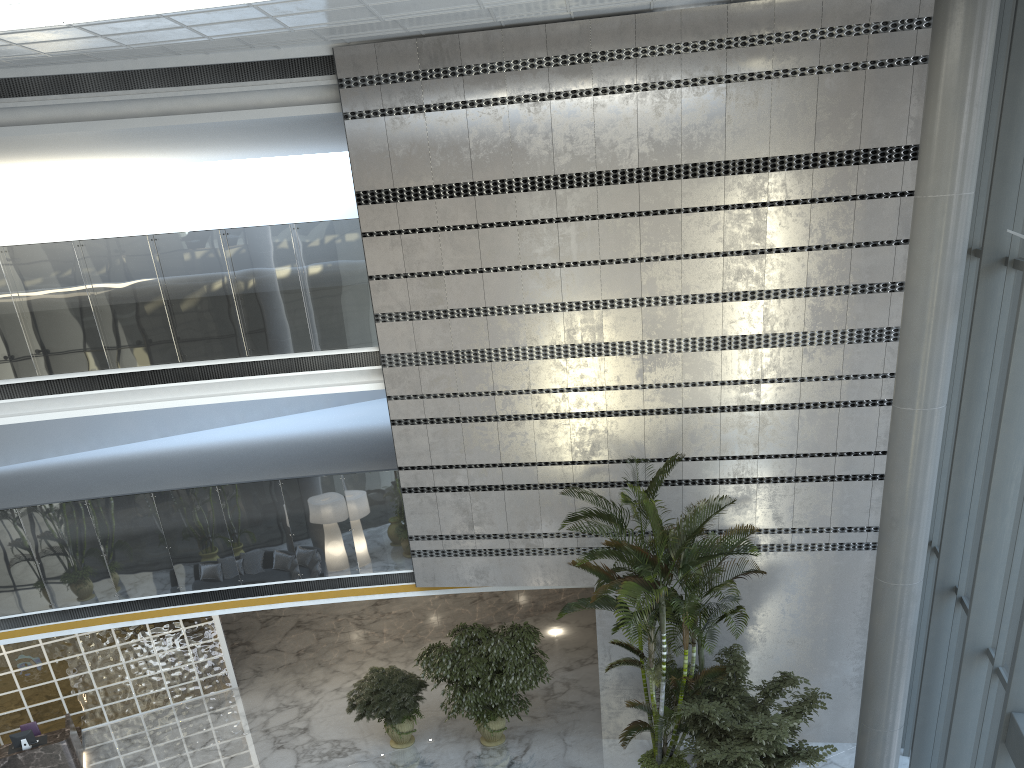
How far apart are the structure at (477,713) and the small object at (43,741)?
5.4 meters

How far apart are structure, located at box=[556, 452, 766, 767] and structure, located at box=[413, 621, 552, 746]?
1.55m

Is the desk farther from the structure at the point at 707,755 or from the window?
the window

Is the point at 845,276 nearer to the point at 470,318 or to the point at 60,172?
the point at 470,318

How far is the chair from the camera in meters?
11.9

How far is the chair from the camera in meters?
11.9 m

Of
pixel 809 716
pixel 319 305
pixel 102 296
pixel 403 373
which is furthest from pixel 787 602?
pixel 102 296

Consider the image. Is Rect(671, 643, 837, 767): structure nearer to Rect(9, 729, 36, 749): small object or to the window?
the window

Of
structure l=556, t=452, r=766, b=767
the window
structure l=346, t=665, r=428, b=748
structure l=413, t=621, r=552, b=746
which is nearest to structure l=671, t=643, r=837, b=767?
structure l=556, t=452, r=766, b=767

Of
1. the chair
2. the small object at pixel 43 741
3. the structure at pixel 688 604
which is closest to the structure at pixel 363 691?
the structure at pixel 688 604
